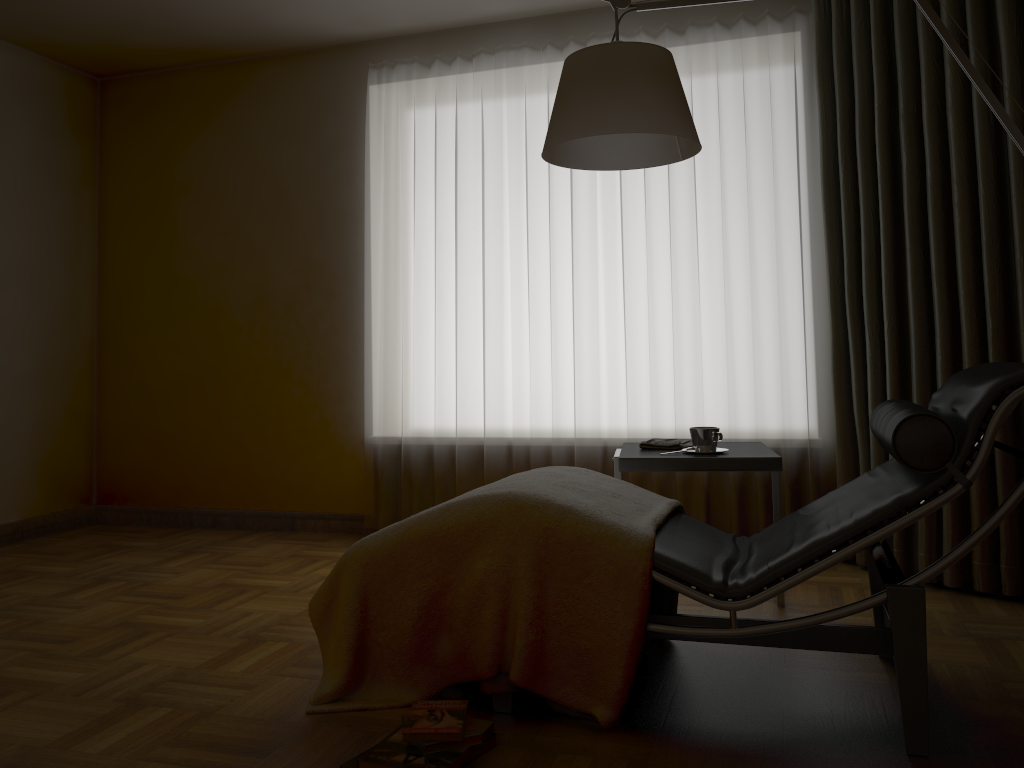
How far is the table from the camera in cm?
274

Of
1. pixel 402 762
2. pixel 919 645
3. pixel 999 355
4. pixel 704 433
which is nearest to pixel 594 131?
pixel 704 433

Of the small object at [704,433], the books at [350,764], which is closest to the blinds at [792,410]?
the small object at [704,433]

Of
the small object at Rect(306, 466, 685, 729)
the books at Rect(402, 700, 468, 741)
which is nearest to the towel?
the small object at Rect(306, 466, 685, 729)

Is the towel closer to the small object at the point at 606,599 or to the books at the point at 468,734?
the small object at the point at 606,599

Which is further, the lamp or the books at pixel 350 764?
the lamp

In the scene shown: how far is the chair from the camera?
1.9 meters

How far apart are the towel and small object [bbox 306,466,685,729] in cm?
47

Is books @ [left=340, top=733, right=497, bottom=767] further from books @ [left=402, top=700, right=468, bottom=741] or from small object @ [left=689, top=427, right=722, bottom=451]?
small object @ [left=689, top=427, right=722, bottom=451]

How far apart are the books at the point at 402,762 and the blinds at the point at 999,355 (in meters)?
1.94
